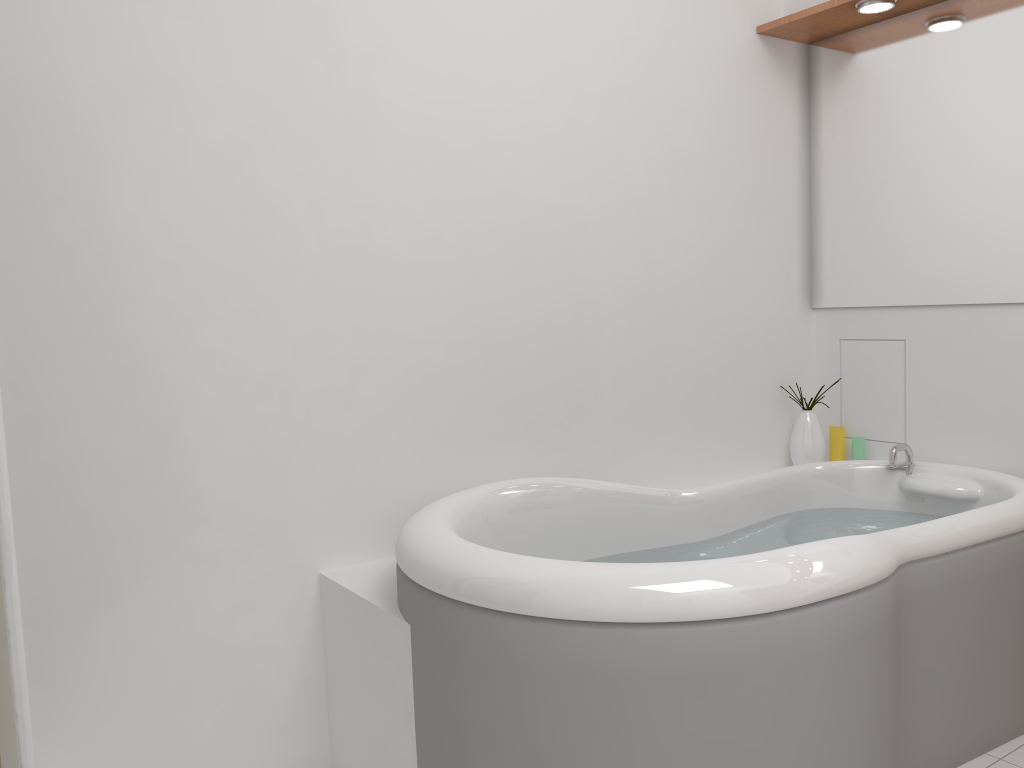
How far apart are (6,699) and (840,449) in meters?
2.5

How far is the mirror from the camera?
2.5m

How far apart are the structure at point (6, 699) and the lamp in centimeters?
246cm

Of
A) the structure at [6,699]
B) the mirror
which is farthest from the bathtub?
the structure at [6,699]

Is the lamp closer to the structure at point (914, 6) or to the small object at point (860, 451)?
the structure at point (914, 6)

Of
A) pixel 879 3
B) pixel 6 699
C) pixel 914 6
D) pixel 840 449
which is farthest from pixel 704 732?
pixel 914 6

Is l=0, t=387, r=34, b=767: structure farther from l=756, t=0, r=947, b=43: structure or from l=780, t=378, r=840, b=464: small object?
l=756, t=0, r=947, b=43: structure

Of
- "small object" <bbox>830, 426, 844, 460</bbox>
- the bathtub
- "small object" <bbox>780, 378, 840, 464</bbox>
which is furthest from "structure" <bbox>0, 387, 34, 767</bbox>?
"small object" <bbox>830, 426, 844, 460</bbox>

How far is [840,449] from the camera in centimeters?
298cm

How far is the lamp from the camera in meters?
2.5
